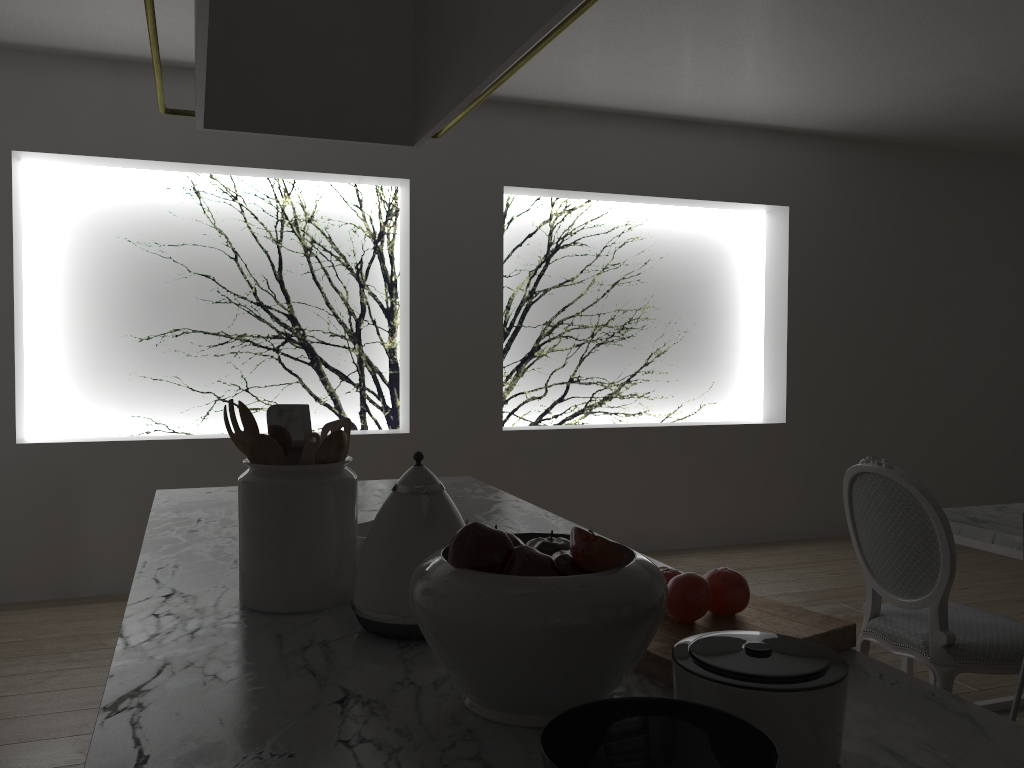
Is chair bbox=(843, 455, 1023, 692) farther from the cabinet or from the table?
the cabinet

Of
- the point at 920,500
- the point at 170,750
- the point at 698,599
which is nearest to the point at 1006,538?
the point at 920,500

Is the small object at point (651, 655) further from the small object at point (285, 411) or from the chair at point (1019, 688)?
the chair at point (1019, 688)

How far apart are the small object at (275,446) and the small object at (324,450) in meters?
0.1

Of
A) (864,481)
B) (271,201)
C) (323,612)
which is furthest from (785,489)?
(323,612)

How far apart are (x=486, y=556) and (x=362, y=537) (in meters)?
0.56

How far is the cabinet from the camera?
0.82m

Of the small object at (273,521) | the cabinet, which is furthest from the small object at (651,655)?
the small object at (273,521)

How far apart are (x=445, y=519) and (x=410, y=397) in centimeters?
330cm

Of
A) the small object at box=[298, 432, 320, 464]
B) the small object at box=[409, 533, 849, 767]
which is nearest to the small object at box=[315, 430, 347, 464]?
the small object at box=[298, 432, 320, 464]
